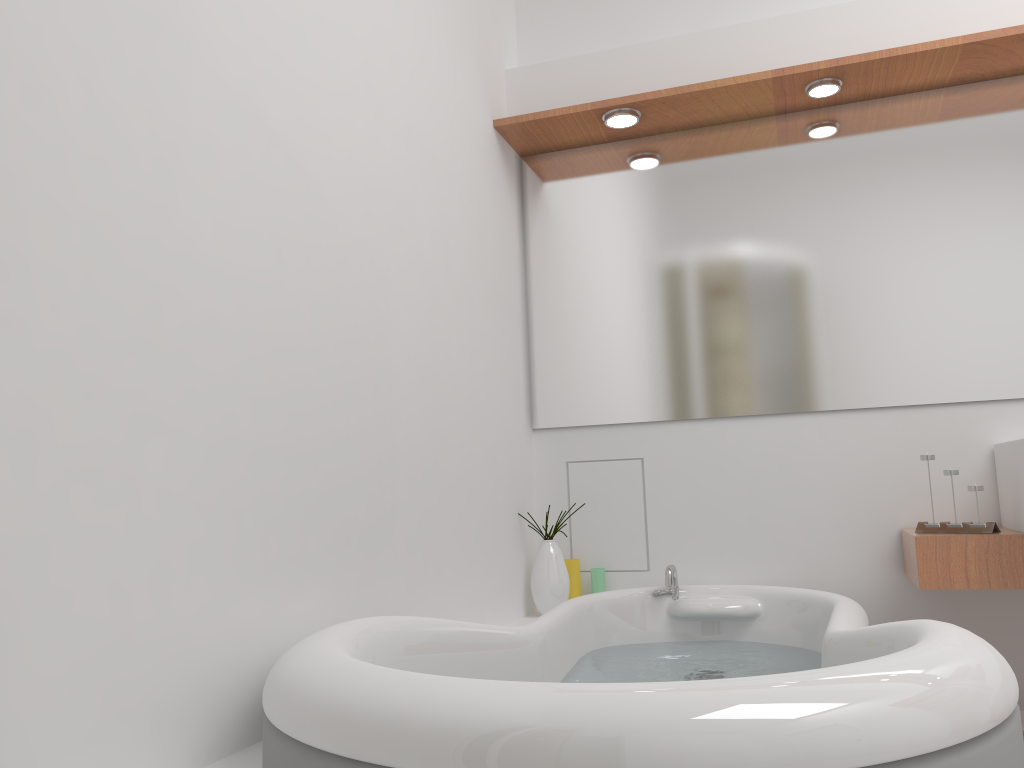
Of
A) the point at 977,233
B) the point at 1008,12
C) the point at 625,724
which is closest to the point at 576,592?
the point at 977,233

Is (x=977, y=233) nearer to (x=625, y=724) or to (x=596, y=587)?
(x=596, y=587)

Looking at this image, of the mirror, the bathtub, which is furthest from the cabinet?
the mirror

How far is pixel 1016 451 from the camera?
2.1m

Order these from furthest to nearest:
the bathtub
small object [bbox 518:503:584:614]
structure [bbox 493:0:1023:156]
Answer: small object [bbox 518:503:584:614] → structure [bbox 493:0:1023:156] → the bathtub

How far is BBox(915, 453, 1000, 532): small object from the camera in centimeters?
211cm

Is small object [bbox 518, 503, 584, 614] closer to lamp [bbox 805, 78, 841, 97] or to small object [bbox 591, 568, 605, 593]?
small object [bbox 591, 568, 605, 593]

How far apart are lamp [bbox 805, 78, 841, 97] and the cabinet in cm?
121

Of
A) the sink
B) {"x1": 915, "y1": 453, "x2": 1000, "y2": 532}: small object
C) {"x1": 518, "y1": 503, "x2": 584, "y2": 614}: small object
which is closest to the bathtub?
{"x1": 518, "y1": 503, "x2": 584, "y2": 614}: small object

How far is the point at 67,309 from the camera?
1.0m
